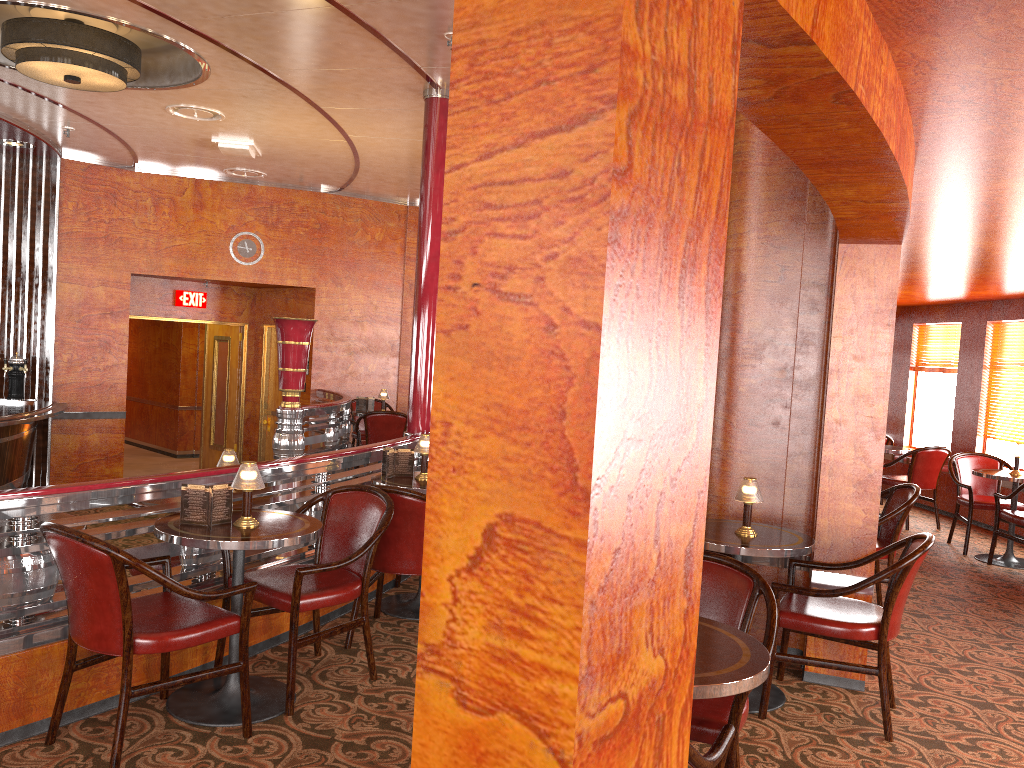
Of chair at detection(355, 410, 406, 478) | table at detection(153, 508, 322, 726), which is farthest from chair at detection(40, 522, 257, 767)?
chair at detection(355, 410, 406, 478)

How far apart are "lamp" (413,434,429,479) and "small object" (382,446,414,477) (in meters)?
0.11

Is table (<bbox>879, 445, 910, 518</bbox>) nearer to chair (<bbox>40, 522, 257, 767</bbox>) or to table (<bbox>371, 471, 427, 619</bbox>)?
table (<bbox>371, 471, 427, 619</bbox>)

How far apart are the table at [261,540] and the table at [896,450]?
6.80m

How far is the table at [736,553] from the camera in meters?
3.7

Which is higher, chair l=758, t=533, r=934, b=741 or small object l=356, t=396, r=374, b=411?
small object l=356, t=396, r=374, b=411

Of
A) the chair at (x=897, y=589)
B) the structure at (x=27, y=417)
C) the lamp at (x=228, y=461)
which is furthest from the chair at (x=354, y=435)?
the chair at (x=897, y=589)

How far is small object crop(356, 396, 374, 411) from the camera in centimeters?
932cm

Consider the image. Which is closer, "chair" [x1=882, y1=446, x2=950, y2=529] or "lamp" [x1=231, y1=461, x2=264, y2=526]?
"lamp" [x1=231, y1=461, x2=264, y2=526]

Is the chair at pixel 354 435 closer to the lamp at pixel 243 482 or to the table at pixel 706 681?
the lamp at pixel 243 482
